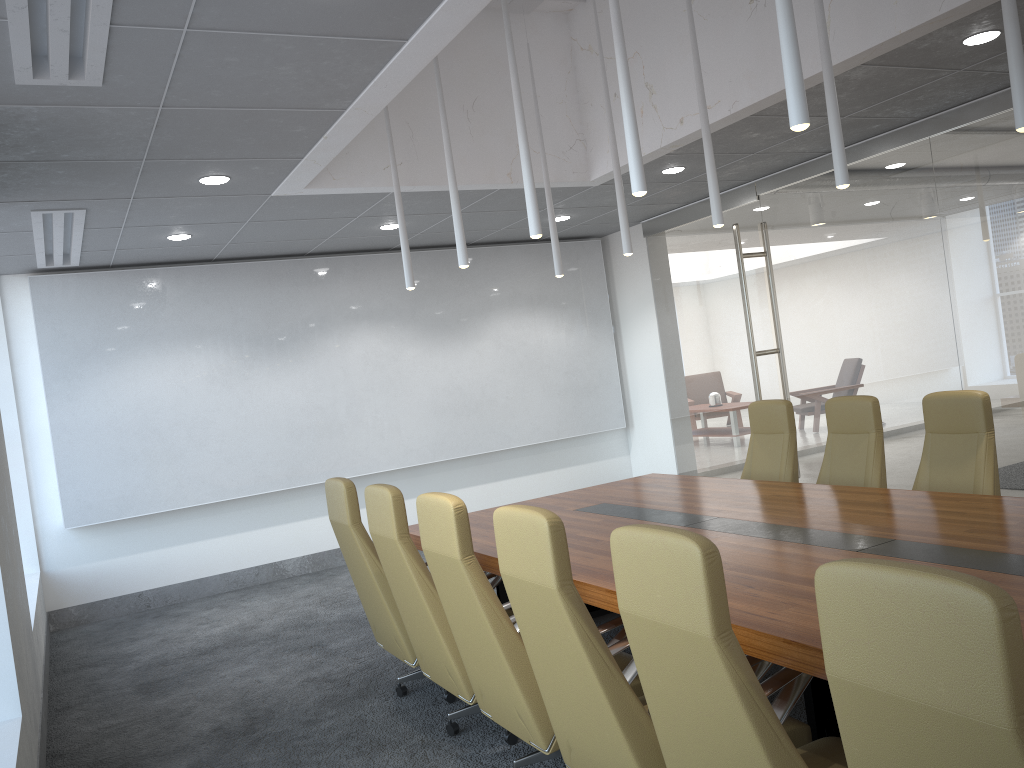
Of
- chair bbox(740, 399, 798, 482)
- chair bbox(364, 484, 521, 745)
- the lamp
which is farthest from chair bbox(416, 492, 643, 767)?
chair bbox(740, 399, 798, 482)

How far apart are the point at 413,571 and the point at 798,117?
2.7 meters

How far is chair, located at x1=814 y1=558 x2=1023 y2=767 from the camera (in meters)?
1.58

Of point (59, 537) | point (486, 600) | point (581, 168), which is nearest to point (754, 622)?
point (486, 600)

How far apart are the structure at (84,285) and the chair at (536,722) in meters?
5.7

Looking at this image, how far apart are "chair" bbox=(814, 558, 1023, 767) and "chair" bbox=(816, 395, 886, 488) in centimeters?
429cm

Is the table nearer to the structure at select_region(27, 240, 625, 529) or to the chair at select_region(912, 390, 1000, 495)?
the chair at select_region(912, 390, 1000, 495)

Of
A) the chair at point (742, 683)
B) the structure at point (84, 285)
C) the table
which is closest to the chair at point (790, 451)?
the table

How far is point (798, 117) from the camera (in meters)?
3.19

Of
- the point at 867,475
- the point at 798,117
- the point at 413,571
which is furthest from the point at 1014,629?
the point at 867,475
